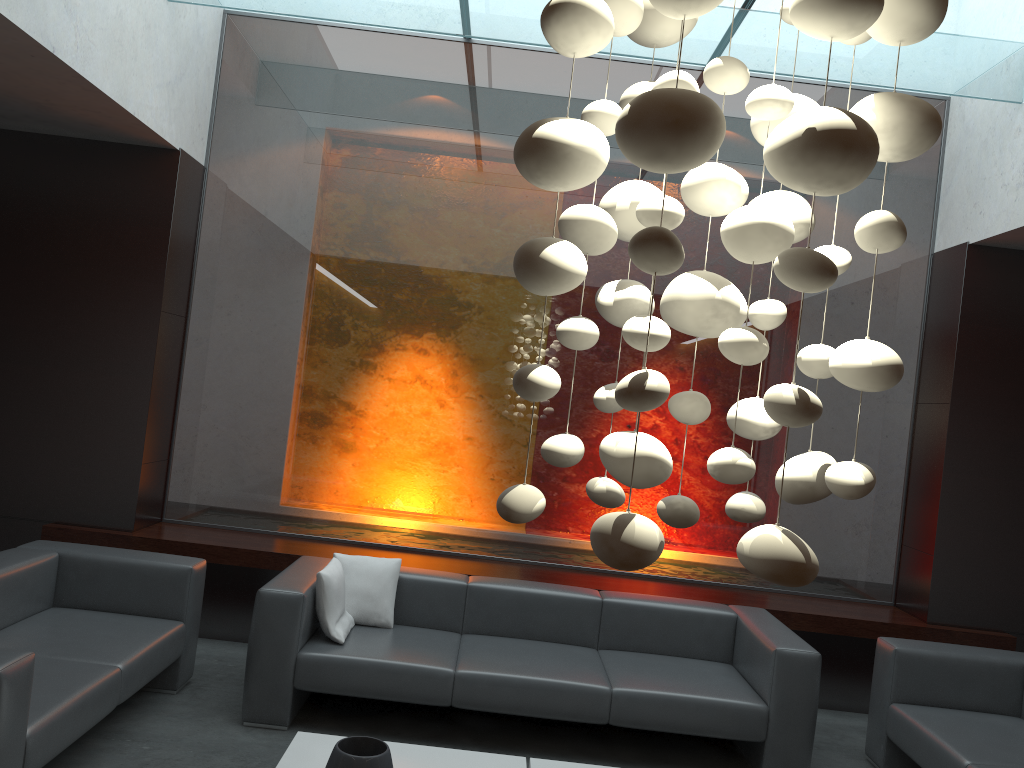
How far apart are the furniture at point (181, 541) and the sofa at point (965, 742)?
0.73m

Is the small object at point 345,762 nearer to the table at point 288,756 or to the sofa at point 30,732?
the table at point 288,756

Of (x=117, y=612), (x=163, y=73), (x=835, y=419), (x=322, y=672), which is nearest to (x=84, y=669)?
(x=117, y=612)

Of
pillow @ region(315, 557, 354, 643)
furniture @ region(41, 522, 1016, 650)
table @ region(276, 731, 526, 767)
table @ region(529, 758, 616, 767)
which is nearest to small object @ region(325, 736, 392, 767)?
table @ region(276, 731, 526, 767)

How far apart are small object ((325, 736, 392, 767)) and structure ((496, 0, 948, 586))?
1.7m

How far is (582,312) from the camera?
6.0 meters

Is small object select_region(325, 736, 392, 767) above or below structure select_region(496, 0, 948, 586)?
below

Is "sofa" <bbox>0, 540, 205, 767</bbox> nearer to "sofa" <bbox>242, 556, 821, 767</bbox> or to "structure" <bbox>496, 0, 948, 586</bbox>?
"sofa" <bbox>242, 556, 821, 767</bbox>

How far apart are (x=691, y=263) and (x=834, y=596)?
2.5m

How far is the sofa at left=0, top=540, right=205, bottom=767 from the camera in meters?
3.0 m
